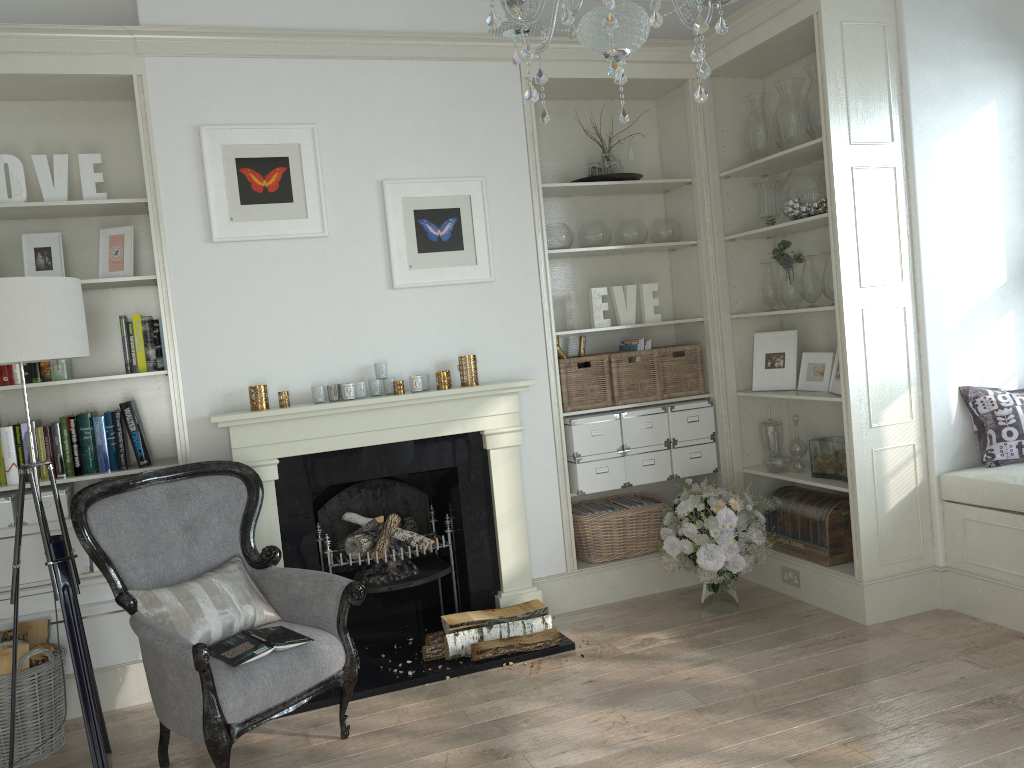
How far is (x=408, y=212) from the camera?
4.1m

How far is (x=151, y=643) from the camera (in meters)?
2.79

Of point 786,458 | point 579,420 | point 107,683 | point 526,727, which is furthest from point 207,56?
point 786,458

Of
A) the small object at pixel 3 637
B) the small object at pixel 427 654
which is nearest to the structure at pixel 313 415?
the small object at pixel 427 654

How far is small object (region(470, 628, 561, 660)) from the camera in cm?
374

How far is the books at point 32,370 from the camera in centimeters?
370cm

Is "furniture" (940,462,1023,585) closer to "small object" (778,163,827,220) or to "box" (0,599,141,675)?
"small object" (778,163,827,220)

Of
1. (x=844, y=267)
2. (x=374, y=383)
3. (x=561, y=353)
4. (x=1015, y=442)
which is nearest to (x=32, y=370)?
(x=374, y=383)

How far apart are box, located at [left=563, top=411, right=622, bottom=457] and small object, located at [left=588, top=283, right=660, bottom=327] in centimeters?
47cm

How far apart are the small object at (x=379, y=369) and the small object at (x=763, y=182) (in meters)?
2.05
